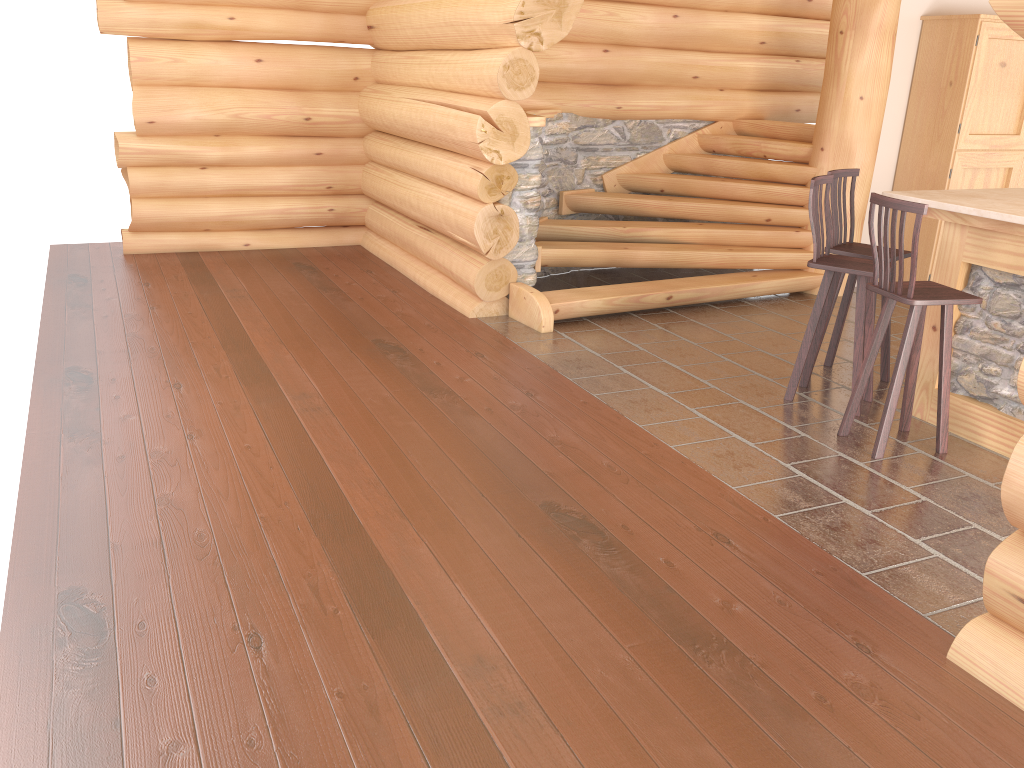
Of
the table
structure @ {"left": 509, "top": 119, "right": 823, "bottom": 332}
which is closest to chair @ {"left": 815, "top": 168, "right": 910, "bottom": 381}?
the table

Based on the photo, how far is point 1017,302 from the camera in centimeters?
461cm

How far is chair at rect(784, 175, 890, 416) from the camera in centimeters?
504cm

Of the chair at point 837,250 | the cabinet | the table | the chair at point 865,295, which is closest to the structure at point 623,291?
the cabinet

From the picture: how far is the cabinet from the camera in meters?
7.4 m

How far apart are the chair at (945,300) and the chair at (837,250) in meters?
0.7 m

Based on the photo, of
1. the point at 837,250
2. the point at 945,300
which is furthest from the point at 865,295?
the point at 945,300

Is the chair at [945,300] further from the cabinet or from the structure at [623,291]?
the cabinet

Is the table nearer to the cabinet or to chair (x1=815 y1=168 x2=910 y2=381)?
chair (x1=815 y1=168 x2=910 y2=381)

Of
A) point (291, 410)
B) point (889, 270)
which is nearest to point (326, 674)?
point (291, 410)
